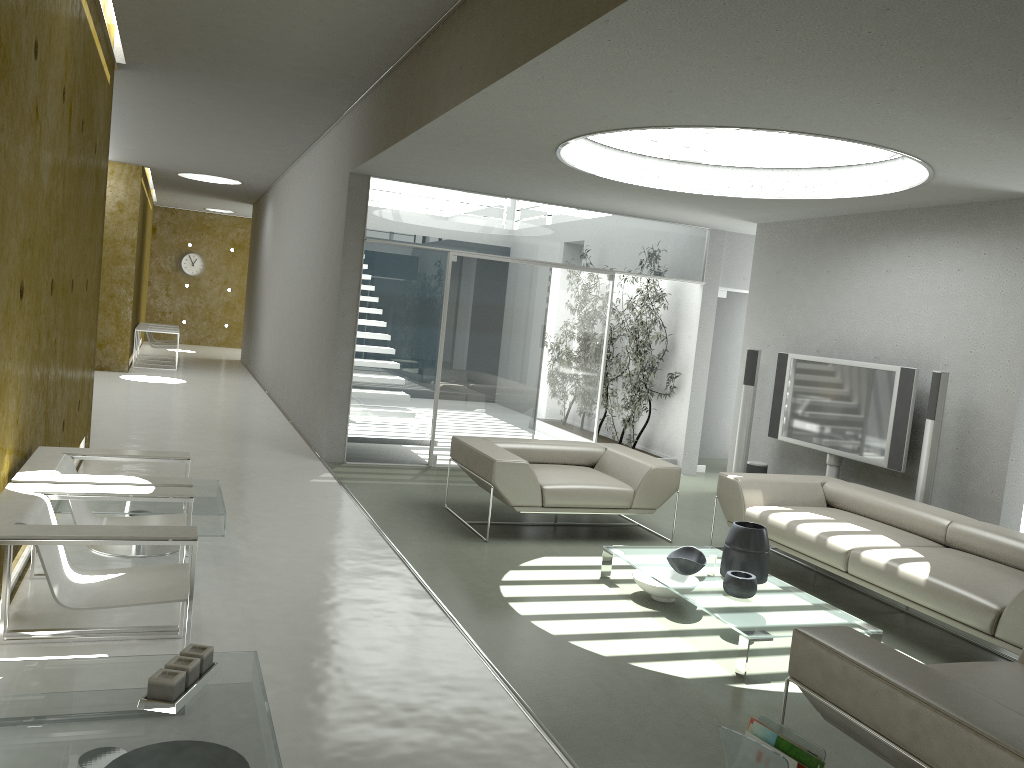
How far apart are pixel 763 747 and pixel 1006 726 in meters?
0.7

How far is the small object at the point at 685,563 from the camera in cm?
488

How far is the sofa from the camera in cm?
442

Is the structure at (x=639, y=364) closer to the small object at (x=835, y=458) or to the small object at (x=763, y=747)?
the small object at (x=835, y=458)

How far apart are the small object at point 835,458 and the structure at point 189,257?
18.2 meters

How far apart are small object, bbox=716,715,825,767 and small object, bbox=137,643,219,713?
1.7 meters

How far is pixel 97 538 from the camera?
3.0 meters

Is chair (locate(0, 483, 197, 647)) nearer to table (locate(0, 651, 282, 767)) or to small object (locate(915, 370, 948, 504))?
table (locate(0, 651, 282, 767))

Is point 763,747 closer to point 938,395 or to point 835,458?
point 938,395

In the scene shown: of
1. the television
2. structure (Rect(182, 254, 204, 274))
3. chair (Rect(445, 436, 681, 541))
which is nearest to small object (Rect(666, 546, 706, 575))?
chair (Rect(445, 436, 681, 541))
